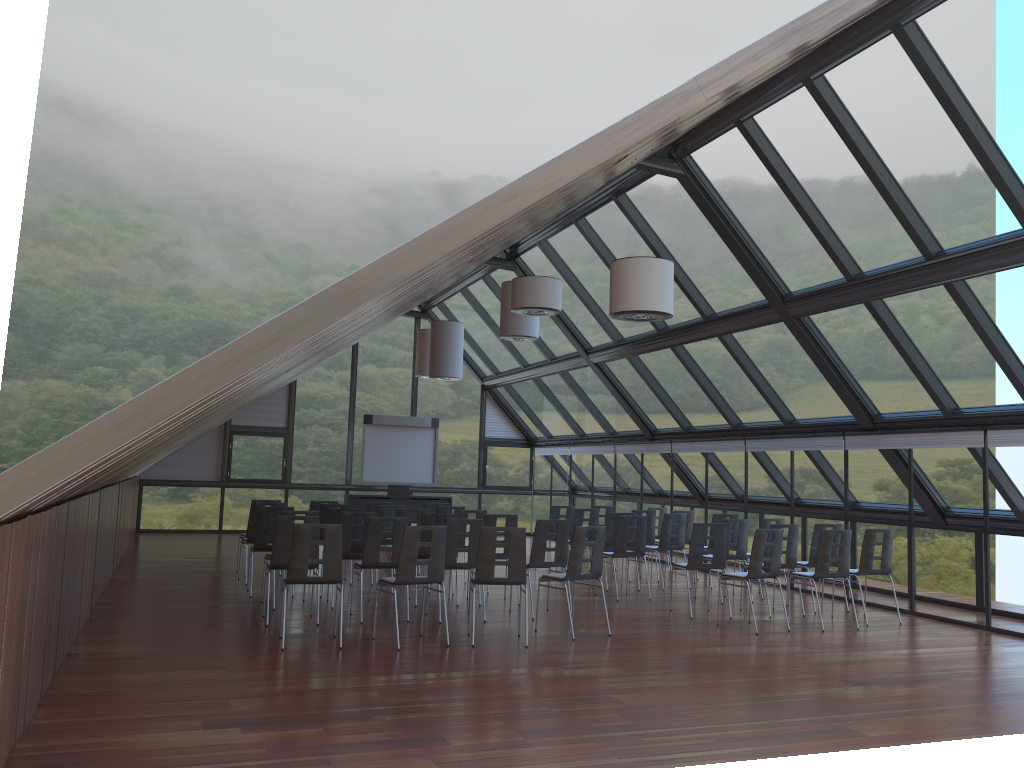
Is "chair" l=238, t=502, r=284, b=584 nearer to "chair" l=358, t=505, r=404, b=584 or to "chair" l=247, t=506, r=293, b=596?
"chair" l=247, t=506, r=293, b=596

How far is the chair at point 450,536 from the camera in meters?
10.4

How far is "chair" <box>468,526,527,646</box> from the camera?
9.0m

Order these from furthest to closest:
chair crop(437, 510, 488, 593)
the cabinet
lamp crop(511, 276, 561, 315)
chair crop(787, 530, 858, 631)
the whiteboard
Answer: the whiteboard < the cabinet < chair crop(437, 510, 488, 593) < lamp crop(511, 276, 561, 315) < chair crop(787, 530, 858, 631)

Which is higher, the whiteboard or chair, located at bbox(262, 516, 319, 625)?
the whiteboard

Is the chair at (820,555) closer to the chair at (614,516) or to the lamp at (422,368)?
the chair at (614,516)

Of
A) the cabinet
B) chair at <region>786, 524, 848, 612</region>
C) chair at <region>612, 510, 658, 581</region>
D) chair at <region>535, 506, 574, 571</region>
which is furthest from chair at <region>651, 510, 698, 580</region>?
the cabinet

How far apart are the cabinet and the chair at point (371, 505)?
6.5m

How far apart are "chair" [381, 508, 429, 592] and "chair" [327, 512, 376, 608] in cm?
139

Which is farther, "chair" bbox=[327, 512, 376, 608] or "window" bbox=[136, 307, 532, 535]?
"window" bbox=[136, 307, 532, 535]
